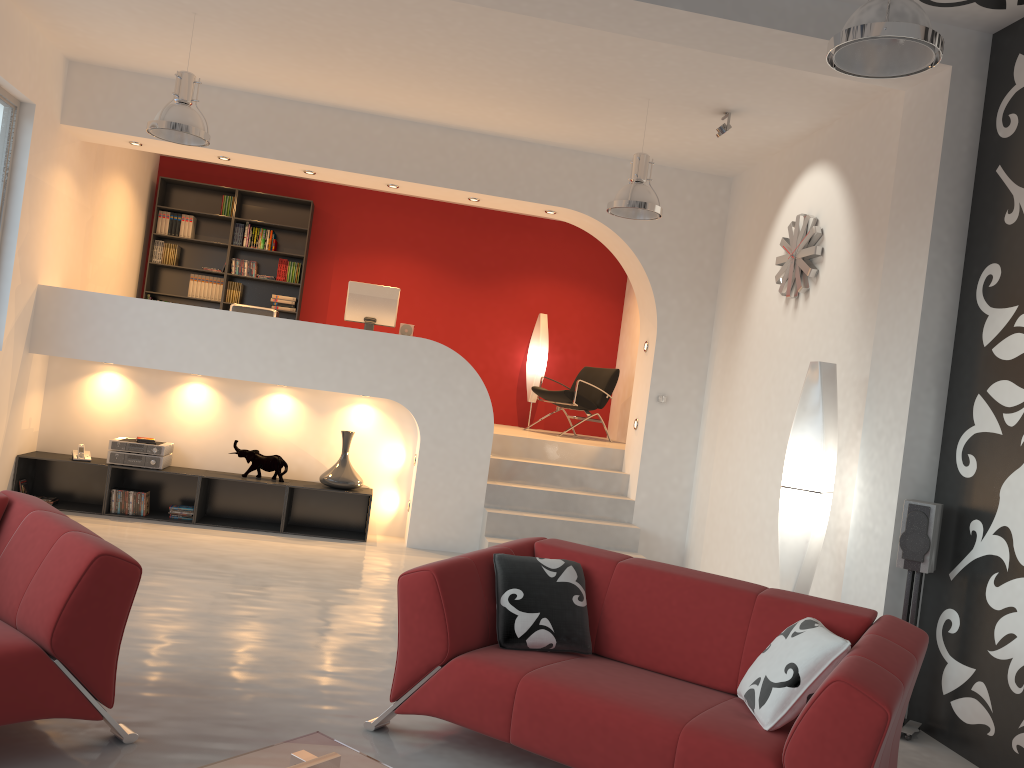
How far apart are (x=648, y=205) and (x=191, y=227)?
5.9 meters

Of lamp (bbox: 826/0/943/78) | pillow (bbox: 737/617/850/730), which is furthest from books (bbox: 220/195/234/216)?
pillow (bbox: 737/617/850/730)

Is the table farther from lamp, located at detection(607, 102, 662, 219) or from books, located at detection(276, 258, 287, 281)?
books, located at detection(276, 258, 287, 281)

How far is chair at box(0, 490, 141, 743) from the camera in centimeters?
278cm

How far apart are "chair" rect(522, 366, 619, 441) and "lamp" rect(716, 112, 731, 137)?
3.6m

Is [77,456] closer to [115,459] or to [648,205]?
[115,459]

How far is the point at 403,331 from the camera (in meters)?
8.00

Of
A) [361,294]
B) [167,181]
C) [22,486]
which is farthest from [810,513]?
[167,181]

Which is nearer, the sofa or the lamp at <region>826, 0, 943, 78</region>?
the sofa

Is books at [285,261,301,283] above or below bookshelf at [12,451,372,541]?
above
